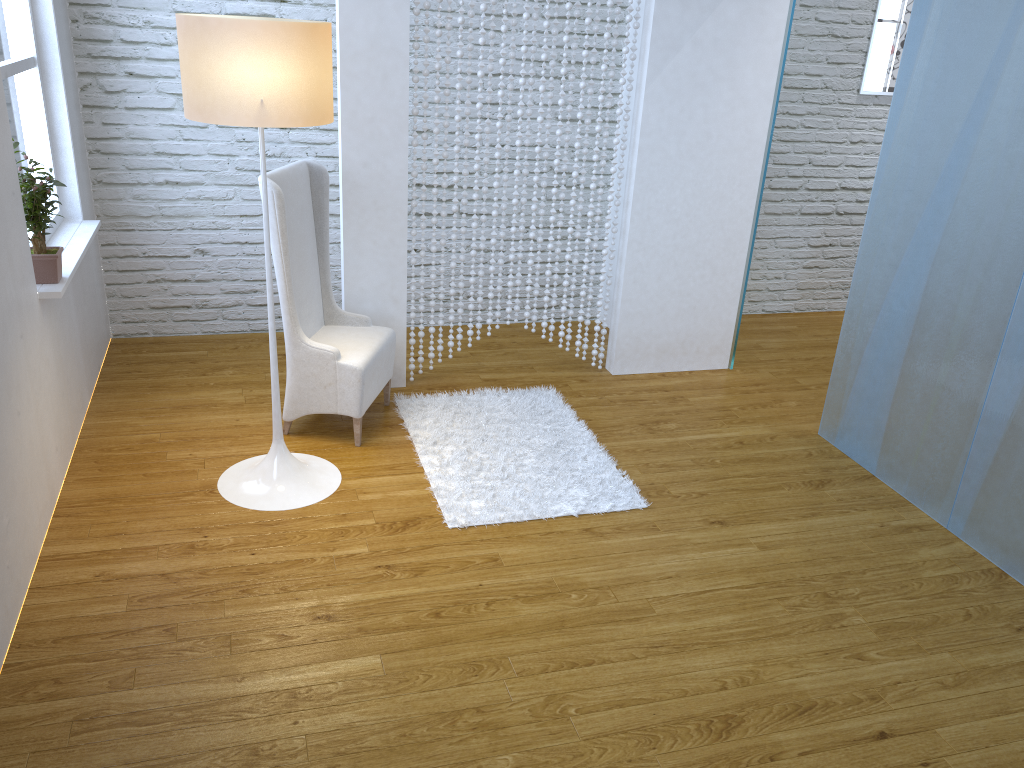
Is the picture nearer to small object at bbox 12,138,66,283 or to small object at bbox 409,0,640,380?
small object at bbox 409,0,640,380

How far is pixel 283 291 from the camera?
→ 3.11m

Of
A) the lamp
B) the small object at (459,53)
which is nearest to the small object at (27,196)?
the lamp

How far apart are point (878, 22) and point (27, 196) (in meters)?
4.15

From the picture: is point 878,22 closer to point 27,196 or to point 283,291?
point 283,291

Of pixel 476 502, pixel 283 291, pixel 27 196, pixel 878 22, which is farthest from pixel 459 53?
pixel 878 22

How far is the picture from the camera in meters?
4.7

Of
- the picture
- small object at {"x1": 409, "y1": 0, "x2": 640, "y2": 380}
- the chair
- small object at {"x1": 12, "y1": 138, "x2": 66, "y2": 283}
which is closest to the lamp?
the chair

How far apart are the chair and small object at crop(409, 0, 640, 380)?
0.3m

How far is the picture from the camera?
4.7m
